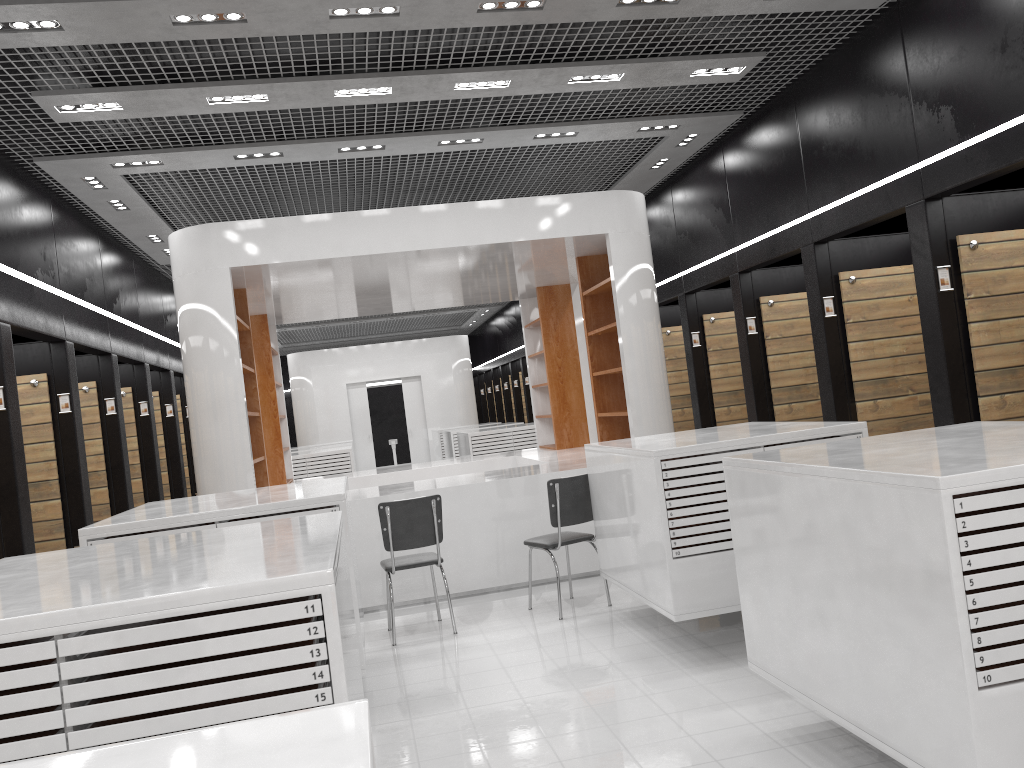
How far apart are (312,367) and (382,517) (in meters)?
14.58

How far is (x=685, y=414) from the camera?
11.59m

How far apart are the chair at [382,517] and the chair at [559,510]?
0.7 meters

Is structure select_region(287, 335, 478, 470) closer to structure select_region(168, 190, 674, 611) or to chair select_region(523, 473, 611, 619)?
structure select_region(168, 190, 674, 611)

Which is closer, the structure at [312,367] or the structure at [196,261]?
the structure at [196,261]

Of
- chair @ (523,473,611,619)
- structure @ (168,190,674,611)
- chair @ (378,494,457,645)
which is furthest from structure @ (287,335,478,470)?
chair @ (523,473,611,619)

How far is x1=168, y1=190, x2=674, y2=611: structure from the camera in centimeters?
722cm

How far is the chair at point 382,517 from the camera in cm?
617

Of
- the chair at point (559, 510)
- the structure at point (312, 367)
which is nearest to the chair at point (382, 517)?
the chair at point (559, 510)

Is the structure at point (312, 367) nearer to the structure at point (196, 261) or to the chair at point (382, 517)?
the structure at point (196, 261)
